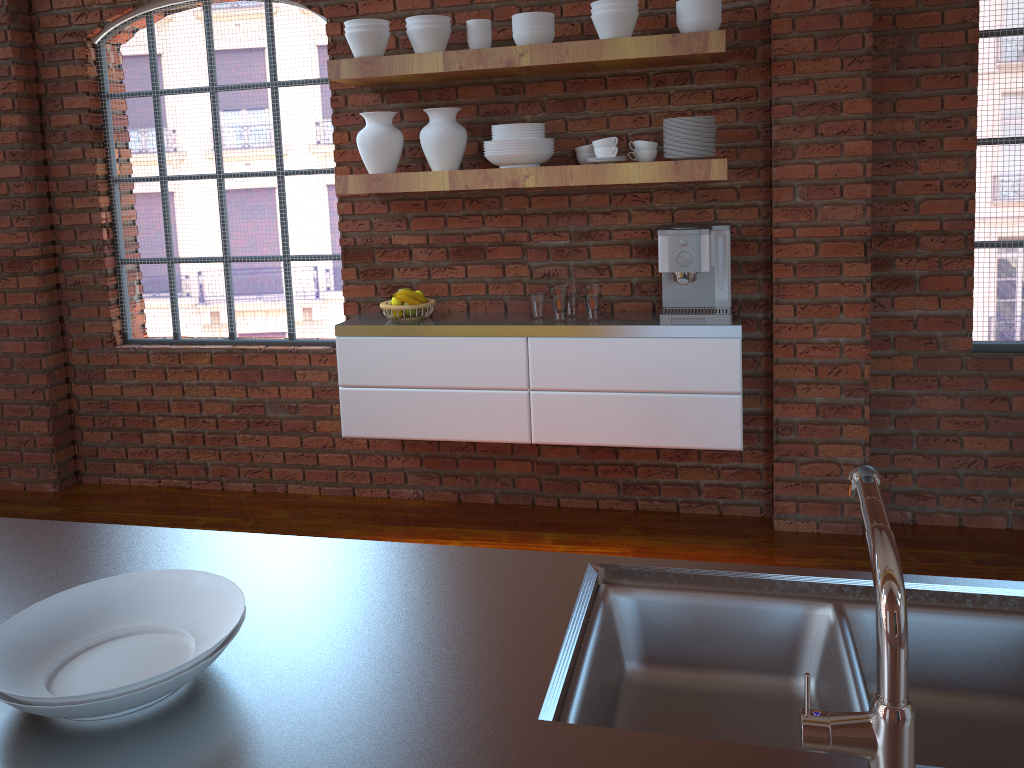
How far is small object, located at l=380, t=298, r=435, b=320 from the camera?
3.62m

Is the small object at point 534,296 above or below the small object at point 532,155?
below

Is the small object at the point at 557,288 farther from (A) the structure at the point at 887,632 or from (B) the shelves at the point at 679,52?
(A) the structure at the point at 887,632

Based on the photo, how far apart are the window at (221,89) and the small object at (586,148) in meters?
1.1

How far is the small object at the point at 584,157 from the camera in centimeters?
344cm

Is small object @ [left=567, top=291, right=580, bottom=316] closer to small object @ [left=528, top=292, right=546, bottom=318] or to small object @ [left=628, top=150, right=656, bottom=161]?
small object @ [left=528, top=292, right=546, bottom=318]

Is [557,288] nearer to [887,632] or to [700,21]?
[700,21]

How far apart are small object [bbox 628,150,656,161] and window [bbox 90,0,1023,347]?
1.4m

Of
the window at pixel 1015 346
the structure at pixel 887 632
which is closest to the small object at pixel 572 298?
the window at pixel 1015 346

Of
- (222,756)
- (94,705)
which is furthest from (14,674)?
(222,756)
